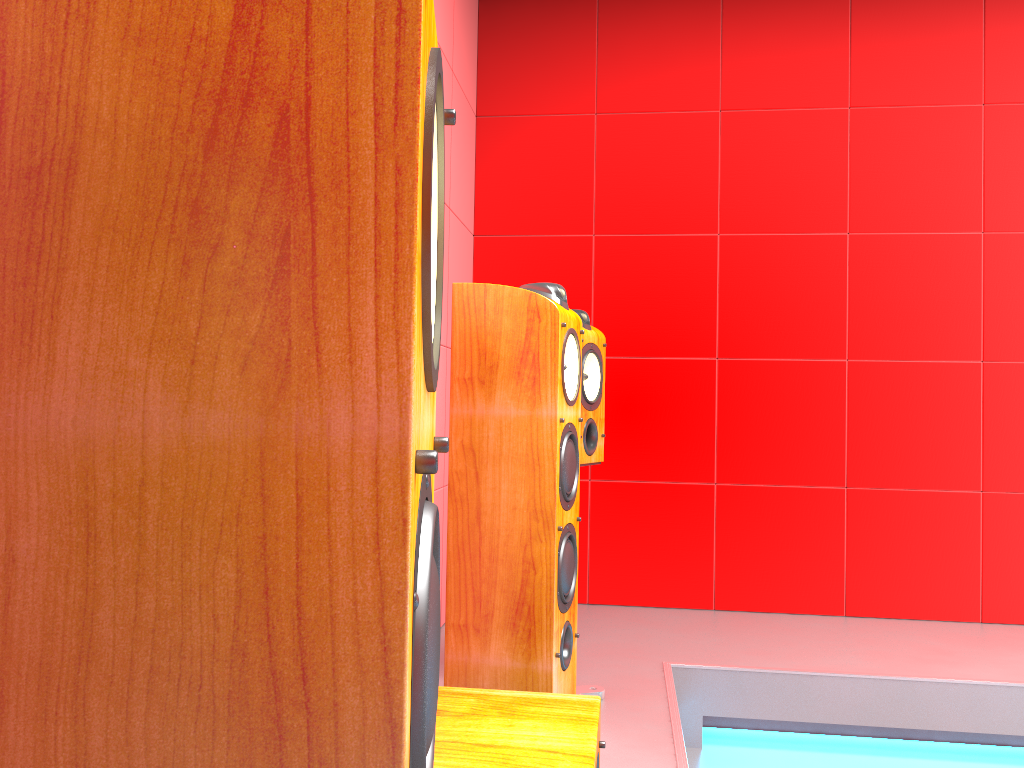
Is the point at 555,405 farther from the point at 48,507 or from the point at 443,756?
the point at 48,507

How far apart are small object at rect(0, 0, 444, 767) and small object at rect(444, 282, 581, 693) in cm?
126

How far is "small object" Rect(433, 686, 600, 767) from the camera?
1.1m

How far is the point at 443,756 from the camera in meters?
1.1

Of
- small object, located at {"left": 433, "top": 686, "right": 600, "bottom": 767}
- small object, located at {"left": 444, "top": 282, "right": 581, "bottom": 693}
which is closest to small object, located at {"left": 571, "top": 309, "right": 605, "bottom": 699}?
small object, located at {"left": 444, "top": 282, "right": 581, "bottom": 693}

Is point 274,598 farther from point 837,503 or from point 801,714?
point 837,503

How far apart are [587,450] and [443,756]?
1.32m

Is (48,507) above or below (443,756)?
above

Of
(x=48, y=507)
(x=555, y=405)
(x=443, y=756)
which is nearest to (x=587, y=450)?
(x=555, y=405)

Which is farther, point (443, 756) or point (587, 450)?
point (587, 450)
